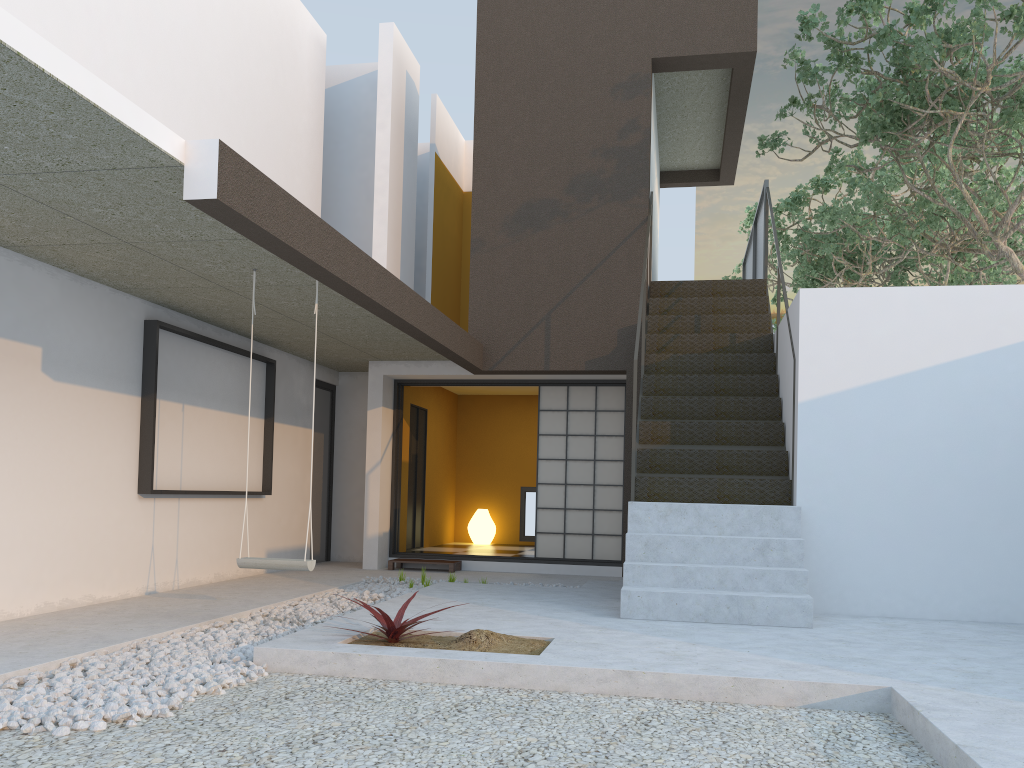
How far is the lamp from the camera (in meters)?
11.72

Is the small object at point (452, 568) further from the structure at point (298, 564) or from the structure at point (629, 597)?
the structure at point (298, 564)

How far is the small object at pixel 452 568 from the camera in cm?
892

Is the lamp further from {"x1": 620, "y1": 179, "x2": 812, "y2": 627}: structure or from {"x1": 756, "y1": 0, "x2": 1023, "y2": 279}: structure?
{"x1": 756, "y1": 0, "x2": 1023, "y2": 279}: structure

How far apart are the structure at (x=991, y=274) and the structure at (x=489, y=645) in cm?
842

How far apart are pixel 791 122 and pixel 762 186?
1.6m

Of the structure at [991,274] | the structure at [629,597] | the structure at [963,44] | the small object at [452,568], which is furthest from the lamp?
the structure at [991,274]

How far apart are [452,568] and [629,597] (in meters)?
3.76

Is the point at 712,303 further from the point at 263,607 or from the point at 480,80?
the point at 263,607

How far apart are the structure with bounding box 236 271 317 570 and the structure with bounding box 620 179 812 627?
1.91m
